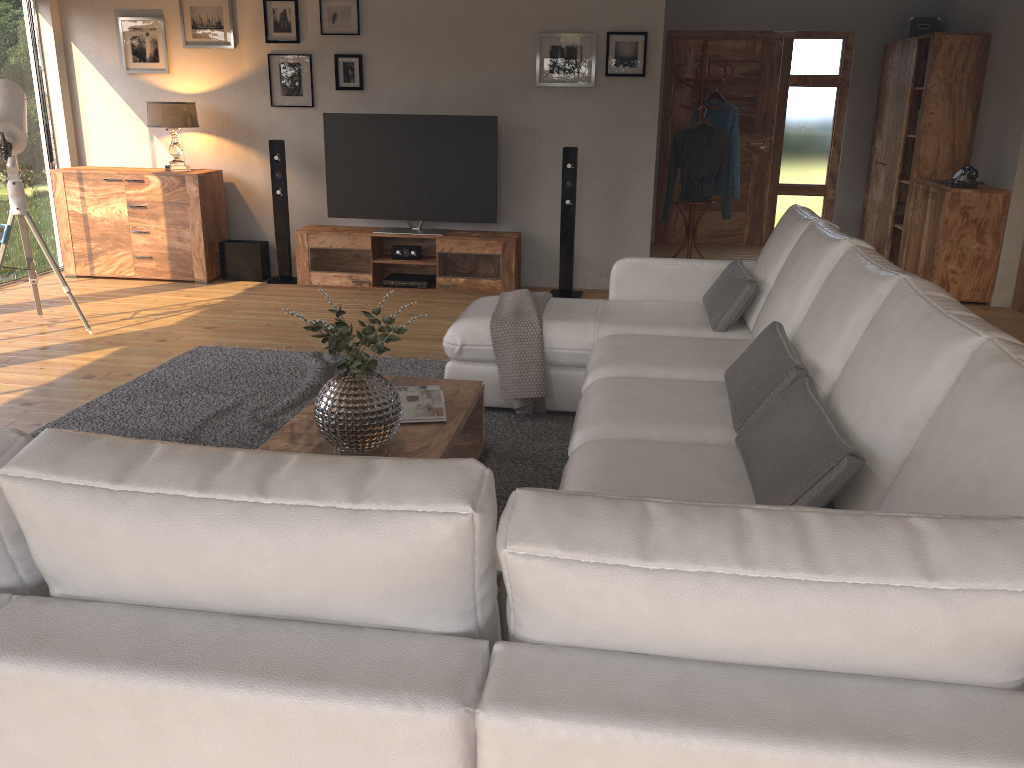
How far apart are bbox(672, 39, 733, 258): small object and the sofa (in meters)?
3.01

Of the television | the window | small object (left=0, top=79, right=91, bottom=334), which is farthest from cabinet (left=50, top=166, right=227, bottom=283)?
small object (left=0, top=79, right=91, bottom=334)

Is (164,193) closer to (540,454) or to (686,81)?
(686,81)

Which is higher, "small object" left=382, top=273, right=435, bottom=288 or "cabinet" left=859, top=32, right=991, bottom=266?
"cabinet" left=859, top=32, right=991, bottom=266

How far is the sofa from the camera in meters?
1.0

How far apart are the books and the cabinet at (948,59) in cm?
553

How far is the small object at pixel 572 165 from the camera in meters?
6.4 m

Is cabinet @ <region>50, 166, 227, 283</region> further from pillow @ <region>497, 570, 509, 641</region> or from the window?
pillow @ <region>497, 570, 509, 641</region>

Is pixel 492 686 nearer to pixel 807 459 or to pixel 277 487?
pixel 277 487

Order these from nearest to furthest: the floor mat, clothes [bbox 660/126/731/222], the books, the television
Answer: the books → the floor mat → the television → clothes [bbox 660/126/731/222]
